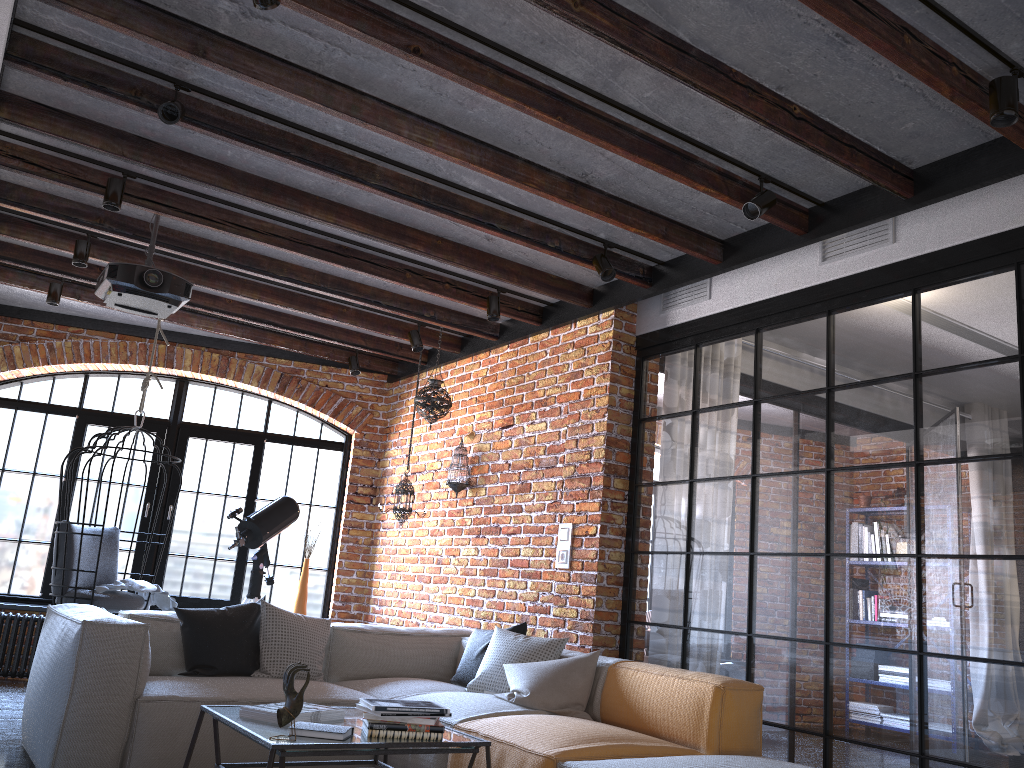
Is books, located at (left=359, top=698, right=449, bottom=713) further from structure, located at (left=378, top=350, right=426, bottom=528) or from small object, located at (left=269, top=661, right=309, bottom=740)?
structure, located at (left=378, top=350, right=426, bottom=528)

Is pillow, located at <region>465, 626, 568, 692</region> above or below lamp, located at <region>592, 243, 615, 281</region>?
below

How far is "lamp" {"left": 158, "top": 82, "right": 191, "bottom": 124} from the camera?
3.37m

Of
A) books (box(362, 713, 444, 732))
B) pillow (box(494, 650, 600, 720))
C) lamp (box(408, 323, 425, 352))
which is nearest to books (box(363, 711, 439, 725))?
books (box(362, 713, 444, 732))

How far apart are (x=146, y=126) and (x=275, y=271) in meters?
1.5

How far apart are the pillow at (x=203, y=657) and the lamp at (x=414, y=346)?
2.27m

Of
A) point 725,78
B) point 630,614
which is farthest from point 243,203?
point 630,614

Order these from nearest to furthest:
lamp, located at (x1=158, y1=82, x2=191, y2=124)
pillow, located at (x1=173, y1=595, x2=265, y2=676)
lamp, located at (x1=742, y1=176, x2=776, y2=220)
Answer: lamp, located at (x1=158, y1=82, x2=191, y2=124), lamp, located at (x1=742, y1=176, x2=776, y2=220), pillow, located at (x1=173, y1=595, x2=265, y2=676)

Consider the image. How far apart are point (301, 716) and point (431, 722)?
0.4 meters

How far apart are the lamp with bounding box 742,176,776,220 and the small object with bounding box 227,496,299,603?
4.0m
